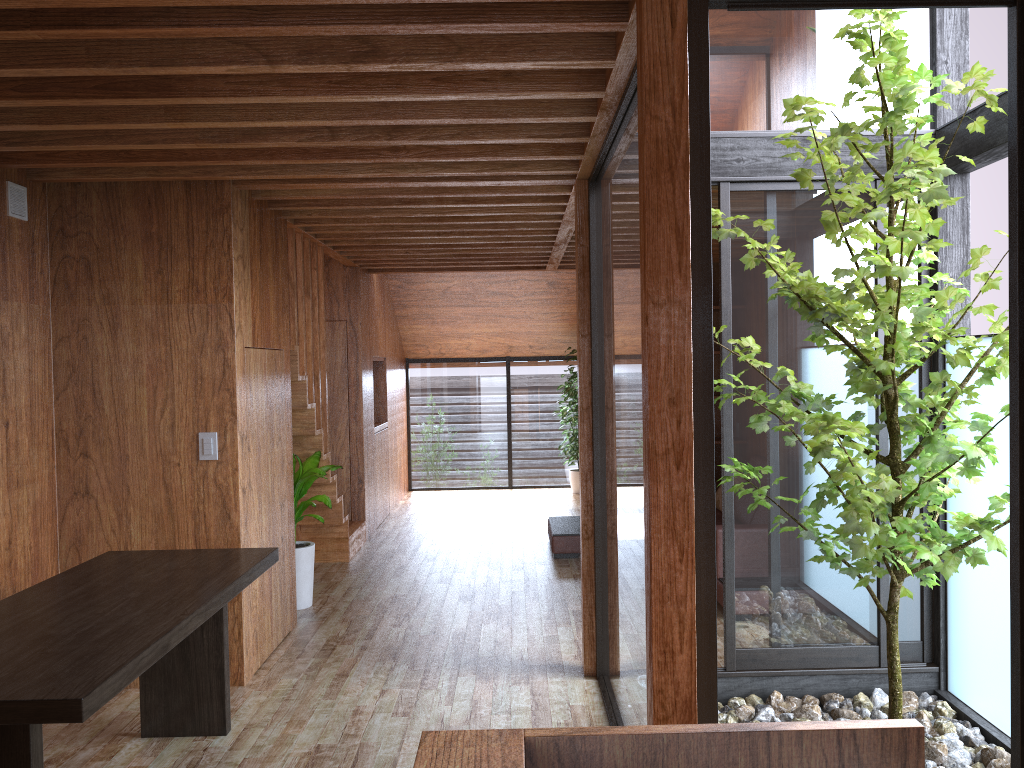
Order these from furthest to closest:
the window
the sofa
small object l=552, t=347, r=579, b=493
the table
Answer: small object l=552, t=347, r=579, b=493
the sofa
the window
the table

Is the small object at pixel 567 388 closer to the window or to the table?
the window

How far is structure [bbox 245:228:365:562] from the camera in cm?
542

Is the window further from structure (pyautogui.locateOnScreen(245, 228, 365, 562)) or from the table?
structure (pyautogui.locateOnScreen(245, 228, 365, 562))

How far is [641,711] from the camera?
2.80m

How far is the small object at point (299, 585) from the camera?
5.34m

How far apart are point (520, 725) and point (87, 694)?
1.95m

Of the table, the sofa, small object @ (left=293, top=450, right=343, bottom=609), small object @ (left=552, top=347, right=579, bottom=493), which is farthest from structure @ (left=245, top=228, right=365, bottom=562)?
small object @ (left=552, top=347, right=579, bottom=493)

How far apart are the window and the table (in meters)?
1.37

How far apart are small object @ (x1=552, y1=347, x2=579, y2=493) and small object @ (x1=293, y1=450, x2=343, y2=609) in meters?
4.3
